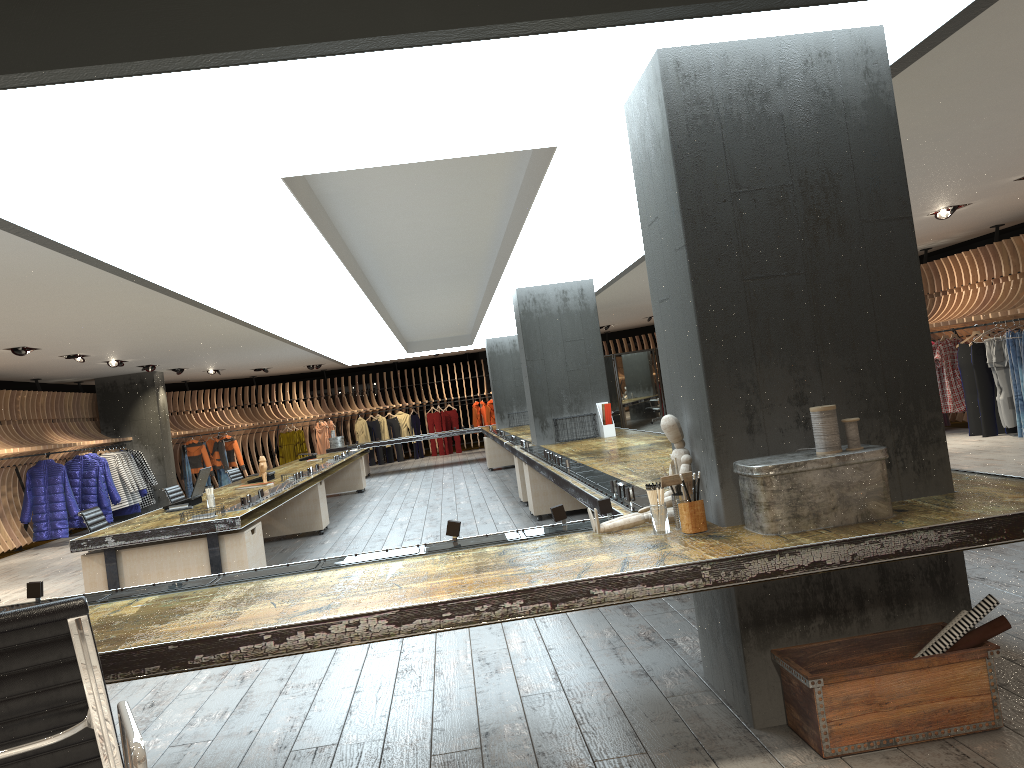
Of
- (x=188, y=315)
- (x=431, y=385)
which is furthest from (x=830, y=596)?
(x=431, y=385)

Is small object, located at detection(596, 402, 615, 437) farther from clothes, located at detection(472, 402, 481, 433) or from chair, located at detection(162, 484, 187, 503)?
clothes, located at detection(472, 402, 481, 433)

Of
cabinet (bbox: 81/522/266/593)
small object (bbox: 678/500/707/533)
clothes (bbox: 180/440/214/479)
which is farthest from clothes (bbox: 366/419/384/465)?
small object (bbox: 678/500/707/533)

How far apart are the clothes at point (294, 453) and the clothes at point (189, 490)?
3.2m

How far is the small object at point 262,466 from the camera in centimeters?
971cm

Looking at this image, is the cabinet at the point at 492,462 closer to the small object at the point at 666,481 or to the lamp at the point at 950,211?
the lamp at the point at 950,211

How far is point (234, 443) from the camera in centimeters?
2092cm

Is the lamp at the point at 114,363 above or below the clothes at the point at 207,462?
above

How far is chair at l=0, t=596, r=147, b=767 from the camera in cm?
183

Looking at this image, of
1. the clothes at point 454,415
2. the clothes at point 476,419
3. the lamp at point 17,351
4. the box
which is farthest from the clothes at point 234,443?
the box
